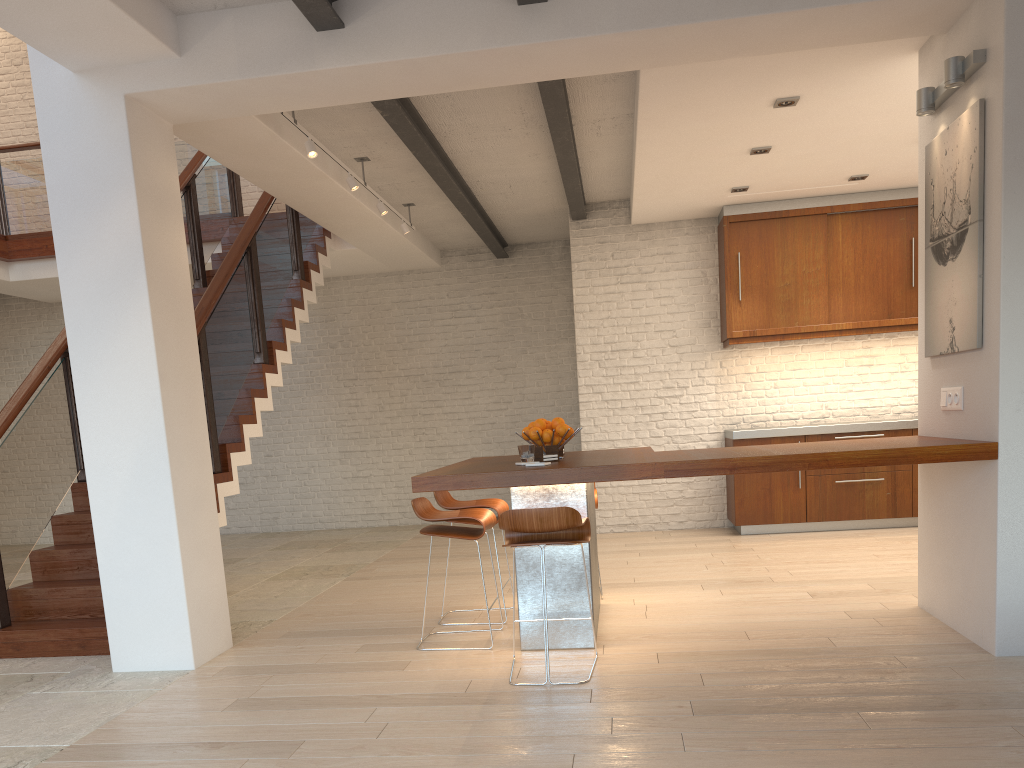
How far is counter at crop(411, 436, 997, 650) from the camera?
3.7m

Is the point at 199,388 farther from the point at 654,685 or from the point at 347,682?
the point at 654,685

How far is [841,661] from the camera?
3.7 meters

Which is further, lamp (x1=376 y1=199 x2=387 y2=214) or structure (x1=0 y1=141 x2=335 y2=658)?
lamp (x1=376 y1=199 x2=387 y2=214)

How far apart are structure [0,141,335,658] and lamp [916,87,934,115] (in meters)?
4.41

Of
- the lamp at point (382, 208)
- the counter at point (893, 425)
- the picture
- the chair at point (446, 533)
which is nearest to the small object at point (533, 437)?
the chair at point (446, 533)

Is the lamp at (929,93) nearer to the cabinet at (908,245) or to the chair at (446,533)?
the chair at (446,533)

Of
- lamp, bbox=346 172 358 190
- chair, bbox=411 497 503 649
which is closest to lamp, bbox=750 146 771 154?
lamp, bbox=346 172 358 190

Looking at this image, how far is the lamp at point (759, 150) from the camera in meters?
6.1

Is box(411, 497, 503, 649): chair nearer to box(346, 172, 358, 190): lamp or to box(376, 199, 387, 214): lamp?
box(346, 172, 358, 190): lamp
